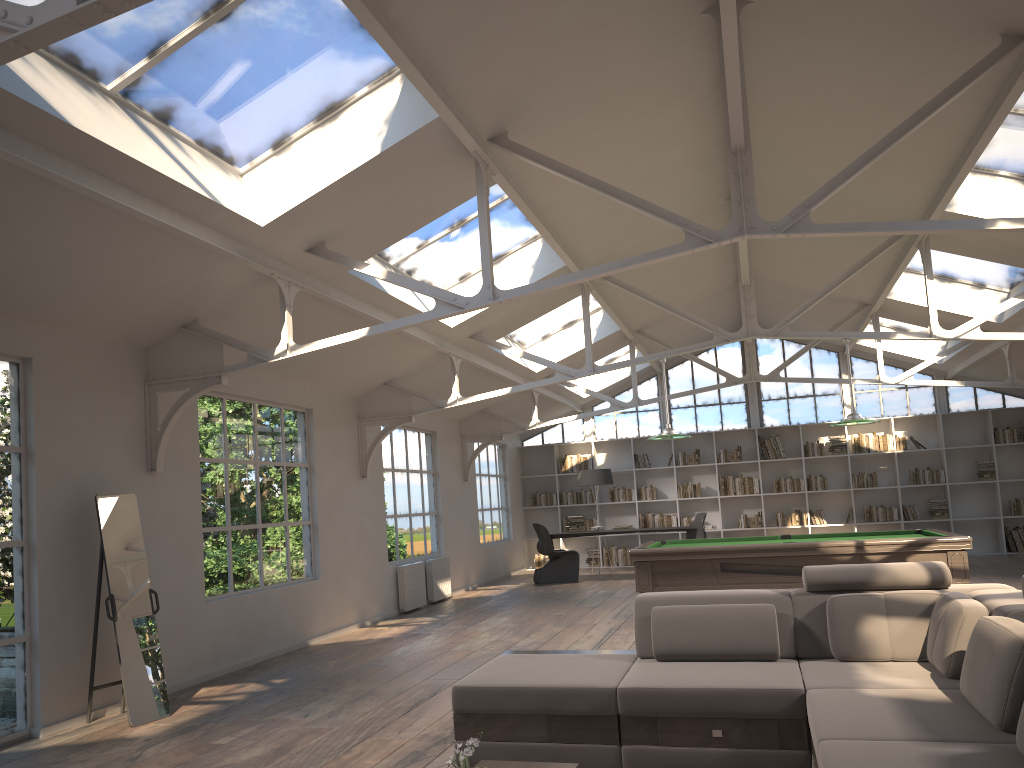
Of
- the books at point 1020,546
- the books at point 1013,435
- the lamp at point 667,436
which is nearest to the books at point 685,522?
the books at point 1020,546

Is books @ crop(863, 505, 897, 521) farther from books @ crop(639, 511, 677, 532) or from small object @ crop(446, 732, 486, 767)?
small object @ crop(446, 732, 486, 767)

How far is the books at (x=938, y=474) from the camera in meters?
14.8

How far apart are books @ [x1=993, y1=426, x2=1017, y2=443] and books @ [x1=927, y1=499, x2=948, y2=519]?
1.34m

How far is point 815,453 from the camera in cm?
1537

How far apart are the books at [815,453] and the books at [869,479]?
0.70m

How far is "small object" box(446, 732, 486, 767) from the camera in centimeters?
266cm

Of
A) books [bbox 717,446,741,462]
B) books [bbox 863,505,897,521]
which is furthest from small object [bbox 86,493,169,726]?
books [bbox 863,505,897,521]

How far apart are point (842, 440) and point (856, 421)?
7.29m

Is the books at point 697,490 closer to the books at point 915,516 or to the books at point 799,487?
the books at point 799,487
